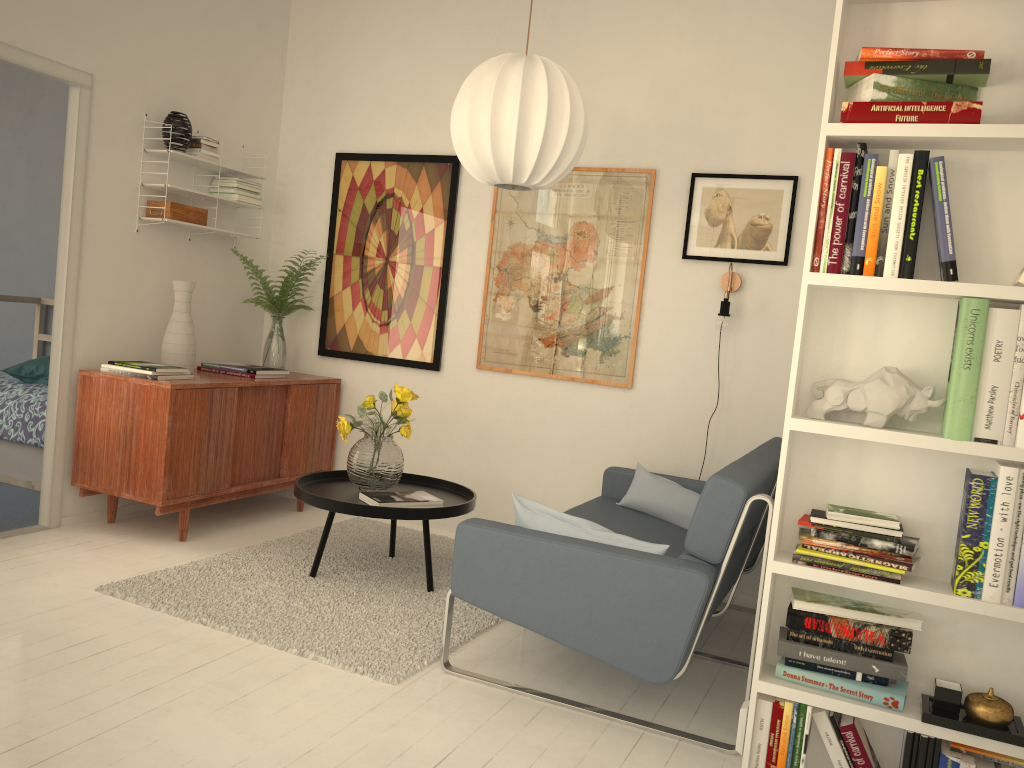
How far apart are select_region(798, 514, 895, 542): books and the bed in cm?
396

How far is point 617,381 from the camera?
4.31m

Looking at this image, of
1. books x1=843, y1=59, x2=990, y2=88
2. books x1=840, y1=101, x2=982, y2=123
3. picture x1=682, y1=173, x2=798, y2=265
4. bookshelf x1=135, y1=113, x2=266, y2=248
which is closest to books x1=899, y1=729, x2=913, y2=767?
books x1=840, y1=101, x2=982, y2=123

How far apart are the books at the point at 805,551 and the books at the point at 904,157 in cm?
69

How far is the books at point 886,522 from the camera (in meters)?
2.12

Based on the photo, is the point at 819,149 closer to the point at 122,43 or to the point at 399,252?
the point at 399,252

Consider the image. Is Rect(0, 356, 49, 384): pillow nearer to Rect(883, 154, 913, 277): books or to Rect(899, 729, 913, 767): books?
Rect(883, 154, 913, 277): books

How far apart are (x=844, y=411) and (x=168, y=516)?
3.41m

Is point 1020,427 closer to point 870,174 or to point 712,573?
point 870,174

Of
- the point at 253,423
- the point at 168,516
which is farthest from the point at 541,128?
the point at 168,516
